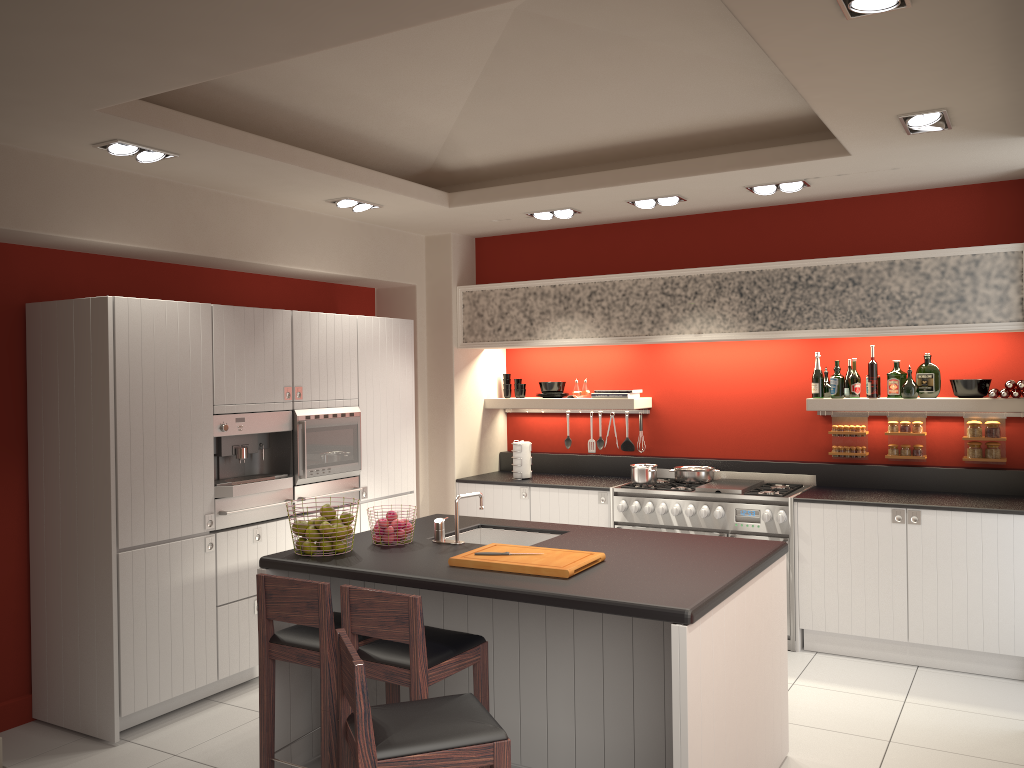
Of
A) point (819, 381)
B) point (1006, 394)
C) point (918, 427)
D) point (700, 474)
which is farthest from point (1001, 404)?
point (700, 474)

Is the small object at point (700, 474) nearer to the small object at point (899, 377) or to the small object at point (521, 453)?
the small object at point (521, 453)

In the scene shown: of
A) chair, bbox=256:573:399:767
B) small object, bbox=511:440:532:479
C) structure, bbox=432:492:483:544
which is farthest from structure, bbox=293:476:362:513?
chair, bbox=256:573:399:767

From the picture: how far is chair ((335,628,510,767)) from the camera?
2.5 meters

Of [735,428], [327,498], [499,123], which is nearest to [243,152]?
[499,123]

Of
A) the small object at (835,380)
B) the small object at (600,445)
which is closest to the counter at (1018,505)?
the small object at (835,380)

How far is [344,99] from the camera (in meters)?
4.85

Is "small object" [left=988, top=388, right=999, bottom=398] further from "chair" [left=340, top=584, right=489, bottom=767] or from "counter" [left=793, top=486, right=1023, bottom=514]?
"chair" [left=340, top=584, right=489, bottom=767]

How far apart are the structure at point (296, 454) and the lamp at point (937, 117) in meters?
3.7

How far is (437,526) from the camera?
4.32m
